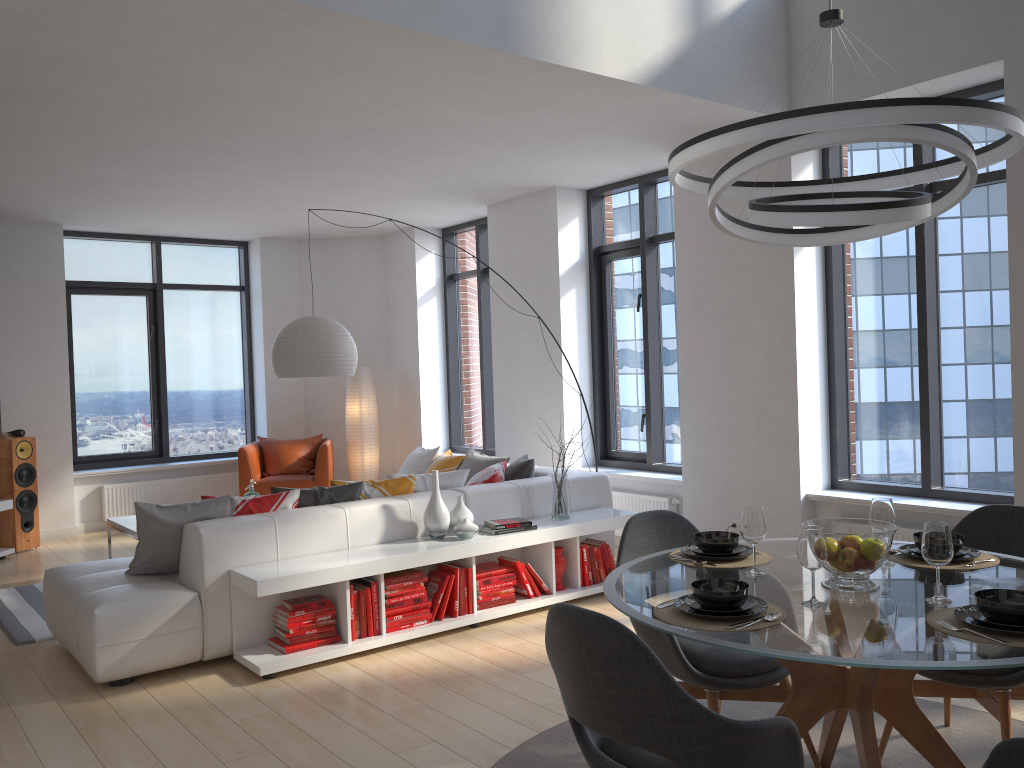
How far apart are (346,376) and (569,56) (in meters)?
6.02

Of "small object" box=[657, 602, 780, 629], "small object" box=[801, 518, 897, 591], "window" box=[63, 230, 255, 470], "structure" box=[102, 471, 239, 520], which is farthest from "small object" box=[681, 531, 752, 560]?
"window" box=[63, 230, 255, 470]

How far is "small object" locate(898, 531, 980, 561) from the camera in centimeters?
297cm

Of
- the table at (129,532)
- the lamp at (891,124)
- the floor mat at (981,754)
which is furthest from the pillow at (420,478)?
the lamp at (891,124)

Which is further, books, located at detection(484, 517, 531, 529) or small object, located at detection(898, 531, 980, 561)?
books, located at detection(484, 517, 531, 529)

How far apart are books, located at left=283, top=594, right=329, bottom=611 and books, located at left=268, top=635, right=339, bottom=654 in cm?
19

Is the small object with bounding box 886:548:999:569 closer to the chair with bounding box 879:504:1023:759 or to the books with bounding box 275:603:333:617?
the chair with bounding box 879:504:1023:759

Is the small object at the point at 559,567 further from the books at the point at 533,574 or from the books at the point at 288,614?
the books at the point at 288,614

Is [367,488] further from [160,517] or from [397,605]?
[160,517]

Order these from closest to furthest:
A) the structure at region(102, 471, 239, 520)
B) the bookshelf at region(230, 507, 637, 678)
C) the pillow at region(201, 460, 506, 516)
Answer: the bookshelf at region(230, 507, 637, 678) → the pillow at region(201, 460, 506, 516) → the structure at region(102, 471, 239, 520)
